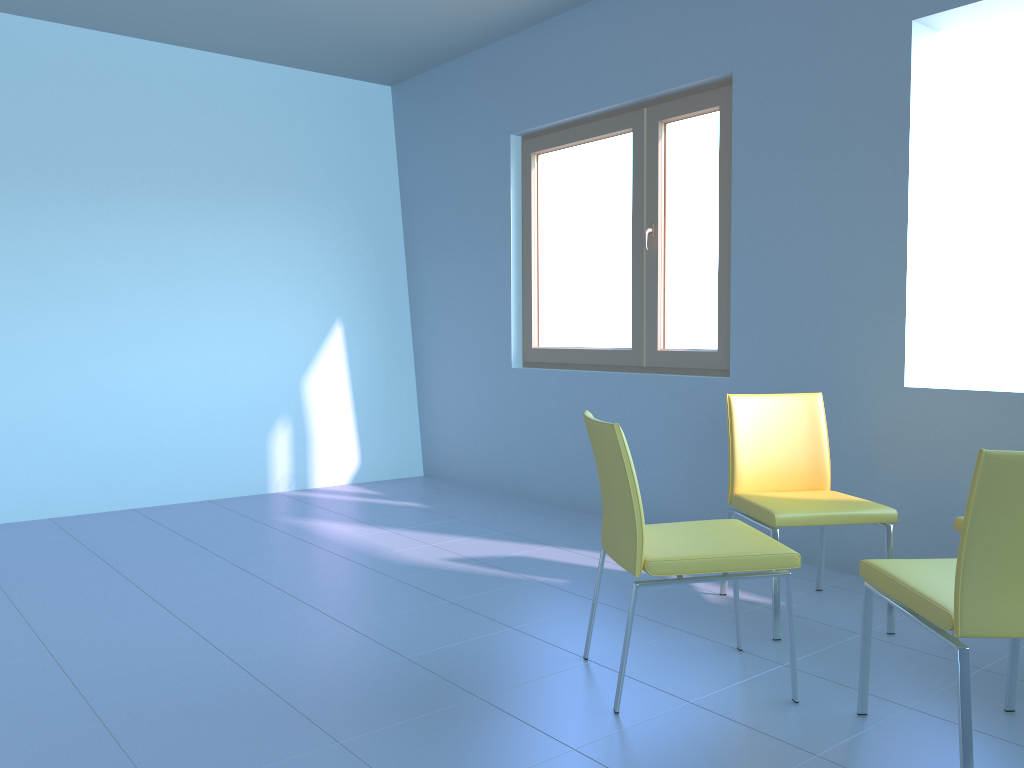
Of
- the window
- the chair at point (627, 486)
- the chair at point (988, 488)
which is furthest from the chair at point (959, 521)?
the window

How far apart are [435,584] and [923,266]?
2.1 meters

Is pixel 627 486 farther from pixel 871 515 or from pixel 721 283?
pixel 721 283

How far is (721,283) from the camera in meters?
3.8 m

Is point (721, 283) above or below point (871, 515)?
above

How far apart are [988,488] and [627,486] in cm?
78

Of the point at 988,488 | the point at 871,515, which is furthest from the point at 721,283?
the point at 988,488

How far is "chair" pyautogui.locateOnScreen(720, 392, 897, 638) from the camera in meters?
2.6 m

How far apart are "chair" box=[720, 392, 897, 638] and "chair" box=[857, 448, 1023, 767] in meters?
0.5 m

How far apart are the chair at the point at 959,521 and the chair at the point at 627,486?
0.64m
